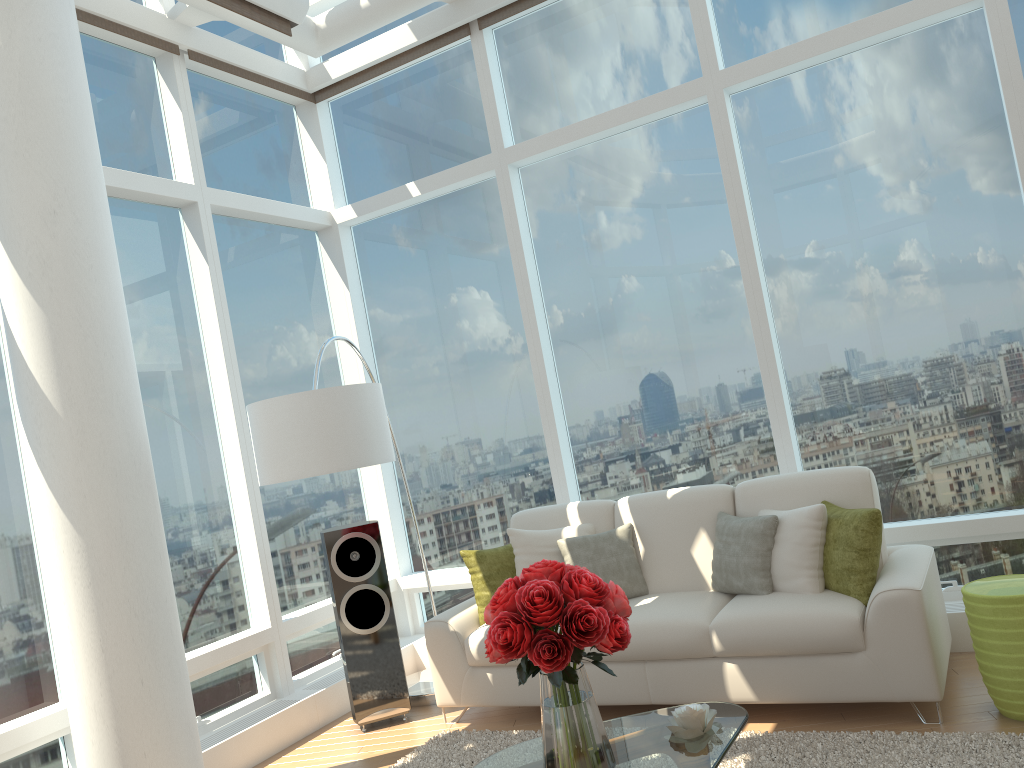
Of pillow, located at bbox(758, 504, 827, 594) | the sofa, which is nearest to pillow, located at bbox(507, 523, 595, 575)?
the sofa

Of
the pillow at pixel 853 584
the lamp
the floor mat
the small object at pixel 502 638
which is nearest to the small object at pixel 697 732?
the small object at pixel 502 638

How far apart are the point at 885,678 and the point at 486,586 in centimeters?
214cm

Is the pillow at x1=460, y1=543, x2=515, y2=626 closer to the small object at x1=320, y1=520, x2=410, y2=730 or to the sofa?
the sofa

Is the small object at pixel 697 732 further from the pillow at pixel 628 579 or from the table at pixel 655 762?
the pillow at pixel 628 579

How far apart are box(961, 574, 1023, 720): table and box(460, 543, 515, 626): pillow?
2.3 meters

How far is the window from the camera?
4.8 meters

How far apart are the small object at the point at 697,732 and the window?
2.3m

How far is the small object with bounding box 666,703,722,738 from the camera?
3.0m

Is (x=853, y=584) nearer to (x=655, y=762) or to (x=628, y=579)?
(x=628, y=579)
